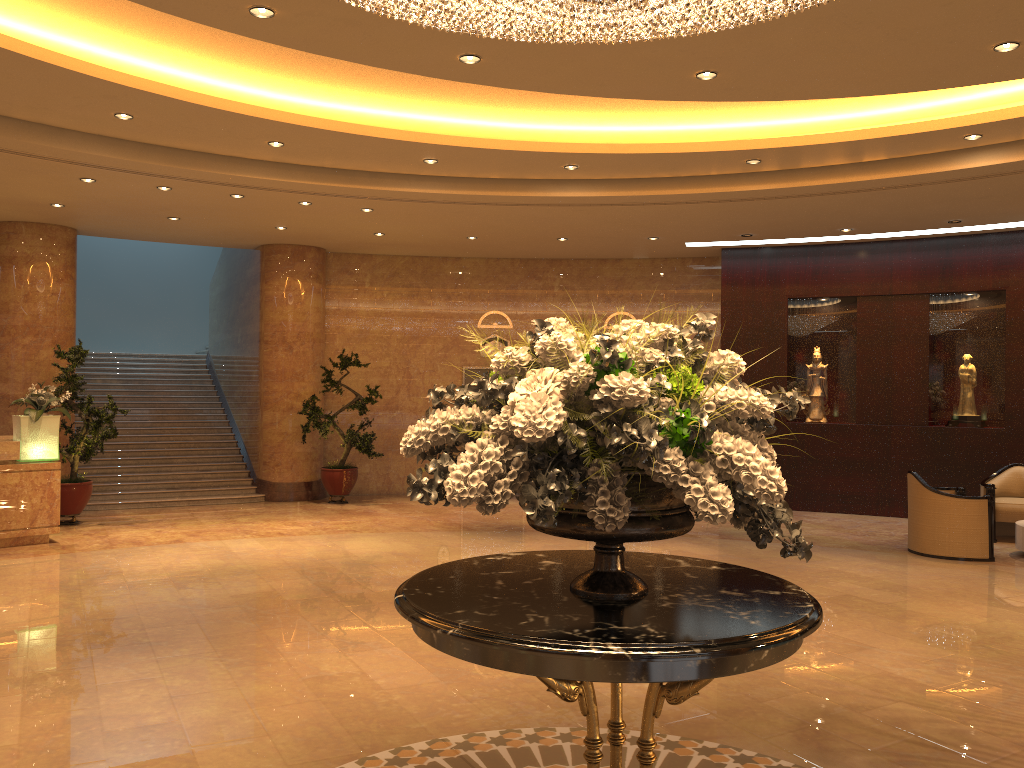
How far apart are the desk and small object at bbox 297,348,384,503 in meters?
3.8 m

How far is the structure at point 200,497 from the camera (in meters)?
13.24

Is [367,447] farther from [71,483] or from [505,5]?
[505,5]

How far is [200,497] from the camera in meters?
13.2 m

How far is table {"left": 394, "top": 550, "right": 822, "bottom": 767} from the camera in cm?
250

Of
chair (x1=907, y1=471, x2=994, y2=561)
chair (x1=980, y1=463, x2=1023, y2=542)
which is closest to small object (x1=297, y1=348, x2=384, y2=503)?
chair (x1=907, y1=471, x2=994, y2=561)

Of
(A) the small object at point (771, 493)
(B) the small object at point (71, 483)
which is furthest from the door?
(A) the small object at point (771, 493)

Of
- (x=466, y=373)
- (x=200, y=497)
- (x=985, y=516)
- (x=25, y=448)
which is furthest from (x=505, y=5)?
(x=466, y=373)

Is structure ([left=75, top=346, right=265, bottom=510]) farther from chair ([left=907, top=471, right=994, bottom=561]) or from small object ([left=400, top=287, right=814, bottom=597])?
small object ([left=400, top=287, right=814, bottom=597])

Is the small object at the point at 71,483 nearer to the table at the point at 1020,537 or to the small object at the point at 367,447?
the small object at the point at 367,447
